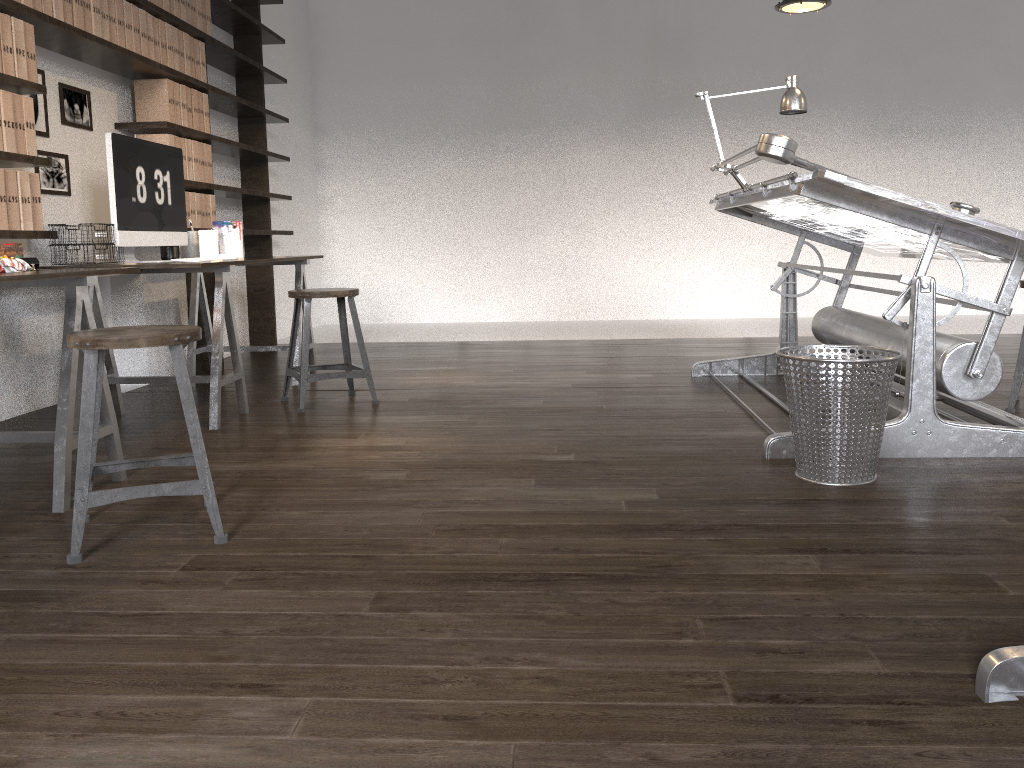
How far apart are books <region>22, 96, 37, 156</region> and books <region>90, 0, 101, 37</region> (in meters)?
0.62

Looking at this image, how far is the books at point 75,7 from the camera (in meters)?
3.55

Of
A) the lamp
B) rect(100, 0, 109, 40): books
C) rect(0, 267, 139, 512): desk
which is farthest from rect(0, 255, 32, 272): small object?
the lamp

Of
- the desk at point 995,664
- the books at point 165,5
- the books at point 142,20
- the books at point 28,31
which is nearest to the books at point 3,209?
the books at point 28,31

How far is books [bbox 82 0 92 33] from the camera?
3.6m

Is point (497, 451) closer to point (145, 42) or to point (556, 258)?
point (145, 42)

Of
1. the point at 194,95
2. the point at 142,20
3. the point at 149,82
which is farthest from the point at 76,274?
the point at 194,95

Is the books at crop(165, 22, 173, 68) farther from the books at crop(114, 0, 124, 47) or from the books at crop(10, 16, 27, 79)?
the books at crop(10, 16, 27, 79)

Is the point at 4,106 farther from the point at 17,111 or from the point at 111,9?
the point at 111,9

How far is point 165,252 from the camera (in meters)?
4.16
